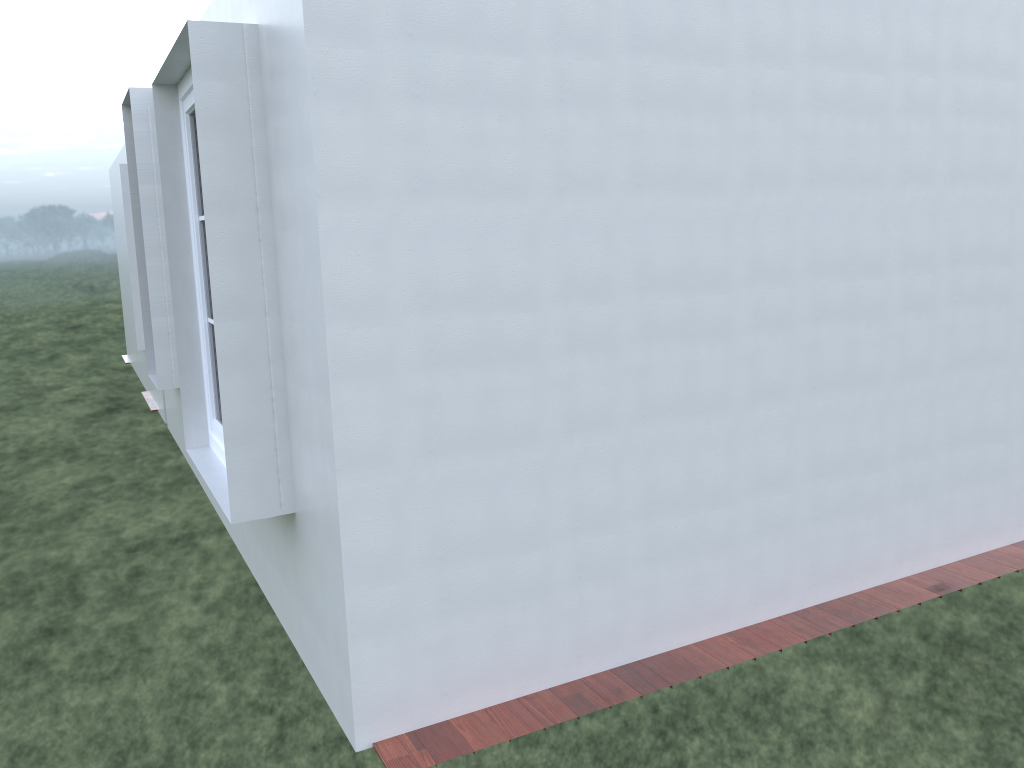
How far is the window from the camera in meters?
4.6 m

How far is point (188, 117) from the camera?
4.6m
